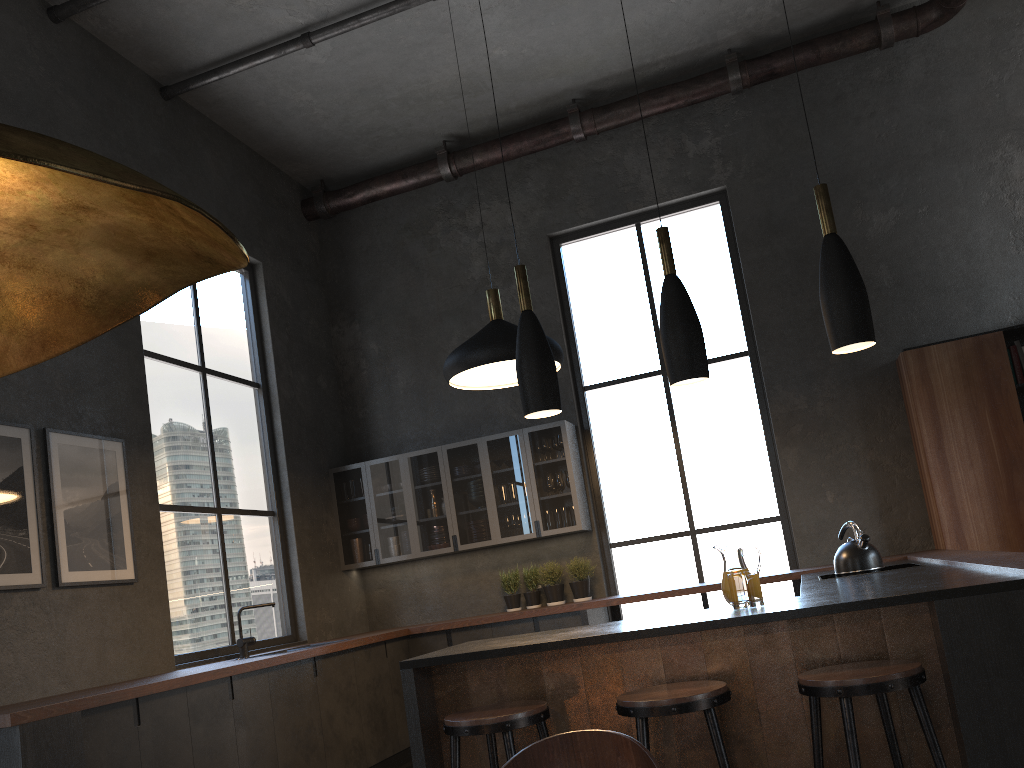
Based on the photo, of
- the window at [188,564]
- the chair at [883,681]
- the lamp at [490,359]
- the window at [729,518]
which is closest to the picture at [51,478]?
the window at [188,564]

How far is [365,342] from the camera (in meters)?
7.94

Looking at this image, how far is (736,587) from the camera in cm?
316

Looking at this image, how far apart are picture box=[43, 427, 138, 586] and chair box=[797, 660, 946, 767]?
3.7m

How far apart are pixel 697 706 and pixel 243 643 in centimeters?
383cm

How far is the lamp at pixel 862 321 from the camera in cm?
312

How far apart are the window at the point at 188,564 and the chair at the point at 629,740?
4.4 meters

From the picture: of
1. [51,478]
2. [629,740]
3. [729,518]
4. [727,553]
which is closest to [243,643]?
[51,478]

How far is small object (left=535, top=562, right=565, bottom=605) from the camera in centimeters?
678cm

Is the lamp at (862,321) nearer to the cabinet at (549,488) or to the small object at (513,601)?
the cabinet at (549,488)
